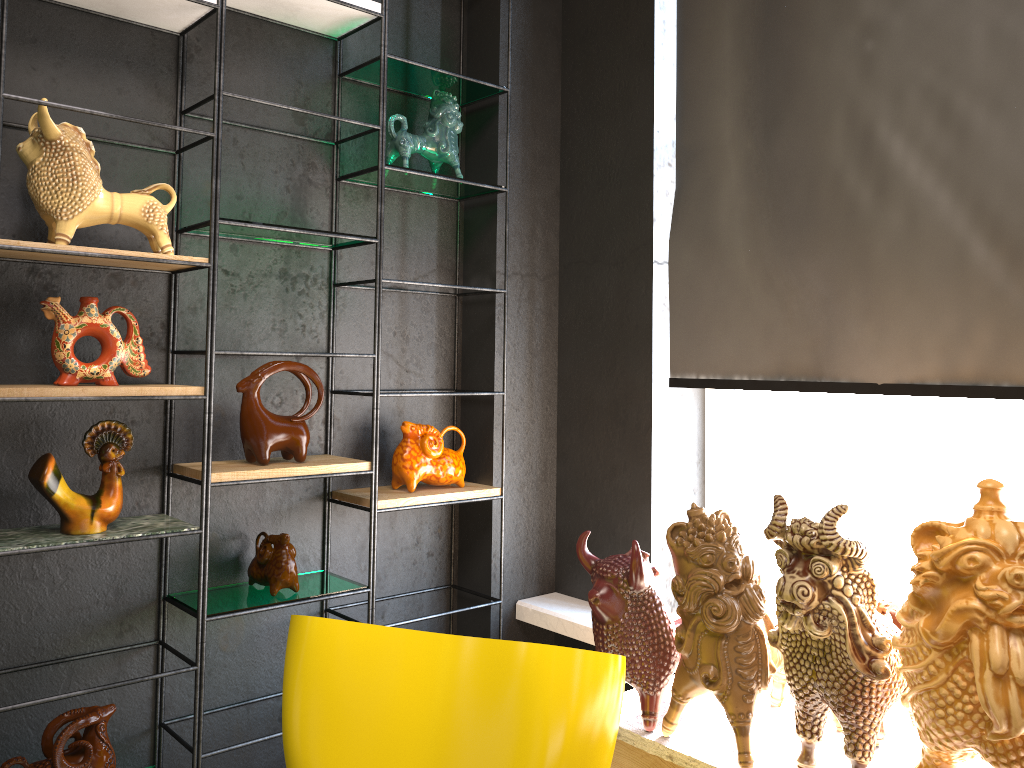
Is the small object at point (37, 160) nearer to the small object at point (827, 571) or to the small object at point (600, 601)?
the small object at point (600, 601)

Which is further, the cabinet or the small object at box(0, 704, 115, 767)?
the small object at box(0, 704, 115, 767)

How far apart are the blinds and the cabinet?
0.8 meters

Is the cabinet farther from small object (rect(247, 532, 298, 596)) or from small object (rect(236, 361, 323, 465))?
small object (rect(236, 361, 323, 465))

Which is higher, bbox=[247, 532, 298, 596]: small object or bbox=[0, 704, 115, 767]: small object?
bbox=[247, 532, 298, 596]: small object

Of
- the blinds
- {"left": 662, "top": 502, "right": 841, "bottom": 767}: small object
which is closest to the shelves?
the blinds

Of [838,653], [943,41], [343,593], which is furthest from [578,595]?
[943,41]

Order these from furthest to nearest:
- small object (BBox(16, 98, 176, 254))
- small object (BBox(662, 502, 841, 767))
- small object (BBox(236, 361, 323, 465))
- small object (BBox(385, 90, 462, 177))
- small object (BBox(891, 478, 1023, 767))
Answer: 1. small object (BBox(385, 90, 462, 177))
2. small object (BBox(236, 361, 323, 465))
3. small object (BBox(16, 98, 176, 254))
4. small object (BBox(662, 502, 841, 767))
5. small object (BBox(891, 478, 1023, 767))

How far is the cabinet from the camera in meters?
1.9 m

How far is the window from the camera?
3.01m
